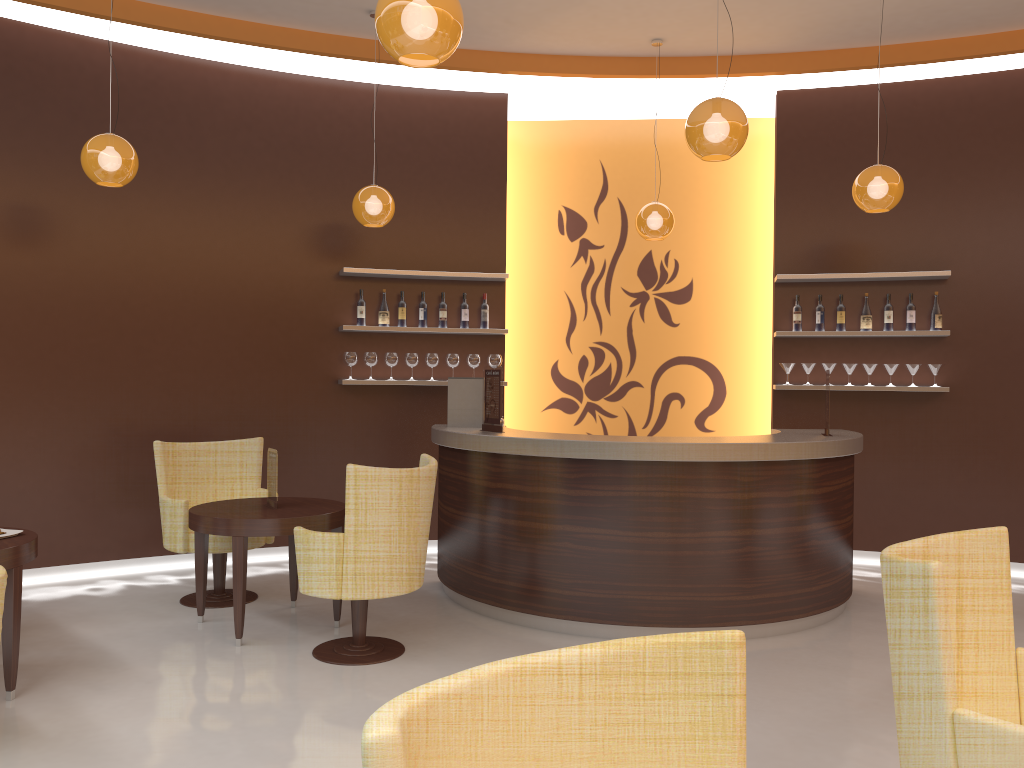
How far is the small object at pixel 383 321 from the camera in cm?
703

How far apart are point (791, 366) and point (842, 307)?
0.60m

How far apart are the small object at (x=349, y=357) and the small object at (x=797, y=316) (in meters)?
3.48

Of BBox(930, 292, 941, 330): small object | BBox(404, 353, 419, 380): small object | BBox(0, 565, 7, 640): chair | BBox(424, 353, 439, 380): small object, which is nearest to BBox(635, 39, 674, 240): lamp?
BBox(424, 353, 439, 380): small object

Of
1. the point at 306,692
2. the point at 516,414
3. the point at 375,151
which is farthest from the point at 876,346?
the point at 306,692

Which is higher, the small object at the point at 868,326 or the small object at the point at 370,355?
the small object at the point at 868,326

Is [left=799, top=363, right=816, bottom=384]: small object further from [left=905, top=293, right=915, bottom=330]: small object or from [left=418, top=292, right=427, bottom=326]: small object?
[left=418, top=292, right=427, bottom=326]: small object

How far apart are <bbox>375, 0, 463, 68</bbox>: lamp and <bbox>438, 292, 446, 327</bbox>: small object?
4.1 meters

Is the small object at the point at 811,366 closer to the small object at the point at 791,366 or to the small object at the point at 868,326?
the small object at the point at 791,366

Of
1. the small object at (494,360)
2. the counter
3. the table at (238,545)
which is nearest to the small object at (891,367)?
the counter
